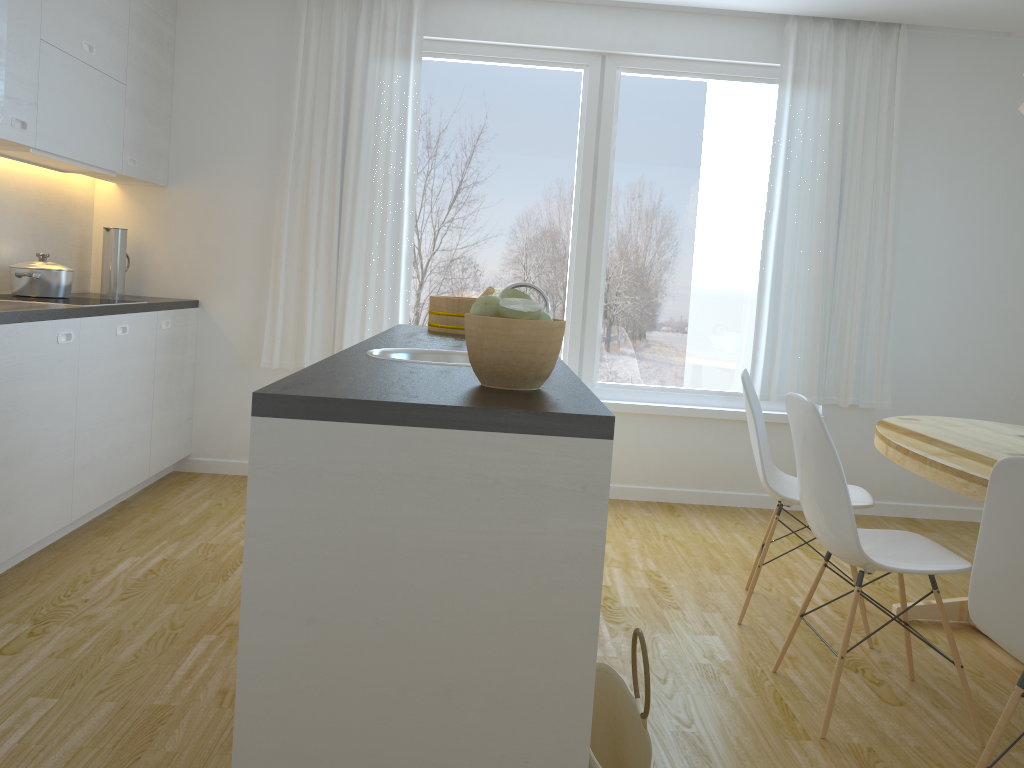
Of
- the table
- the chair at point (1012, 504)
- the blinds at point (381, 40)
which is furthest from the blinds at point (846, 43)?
the chair at point (1012, 504)

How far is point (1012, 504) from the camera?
1.7 meters

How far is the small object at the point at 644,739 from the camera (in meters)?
1.81

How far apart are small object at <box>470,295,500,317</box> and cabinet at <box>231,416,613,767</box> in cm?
35

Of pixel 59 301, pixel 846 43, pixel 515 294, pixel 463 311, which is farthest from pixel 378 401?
pixel 846 43

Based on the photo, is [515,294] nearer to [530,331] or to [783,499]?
[530,331]

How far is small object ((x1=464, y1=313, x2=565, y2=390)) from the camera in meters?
1.7

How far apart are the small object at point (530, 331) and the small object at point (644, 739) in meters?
0.5 m

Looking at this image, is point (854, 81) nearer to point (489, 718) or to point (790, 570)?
point (790, 570)

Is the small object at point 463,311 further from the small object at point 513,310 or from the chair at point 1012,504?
the chair at point 1012,504
